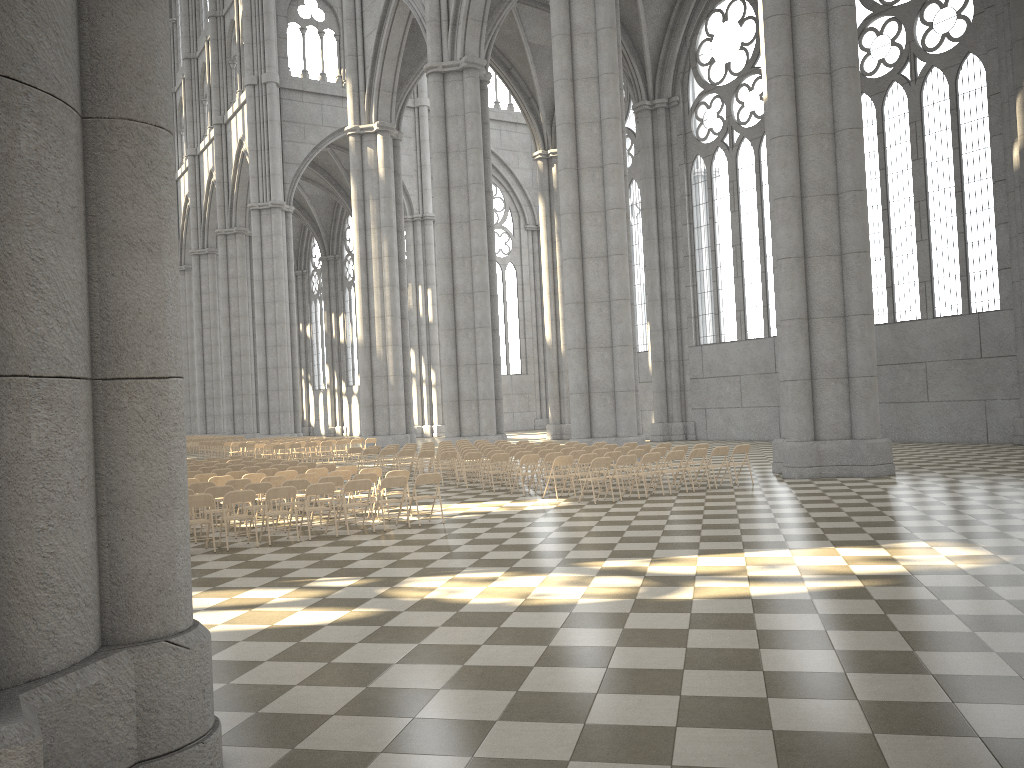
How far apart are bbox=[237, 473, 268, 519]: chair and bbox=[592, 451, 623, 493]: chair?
6.60m

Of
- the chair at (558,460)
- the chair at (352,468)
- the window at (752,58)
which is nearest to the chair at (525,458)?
the chair at (558,460)

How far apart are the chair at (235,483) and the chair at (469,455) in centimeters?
594cm

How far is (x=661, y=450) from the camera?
17.9m

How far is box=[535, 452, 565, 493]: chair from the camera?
17.8 meters

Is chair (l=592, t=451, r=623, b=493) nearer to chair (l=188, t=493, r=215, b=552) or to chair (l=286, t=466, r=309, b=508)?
chair (l=286, t=466, r=309, b=508)

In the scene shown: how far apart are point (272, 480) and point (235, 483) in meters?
0.6

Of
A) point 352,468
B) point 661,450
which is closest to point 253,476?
point 352,468

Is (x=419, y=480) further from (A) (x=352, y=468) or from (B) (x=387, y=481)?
(A) (x=352, y=468)

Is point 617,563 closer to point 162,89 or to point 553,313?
point 162,89
